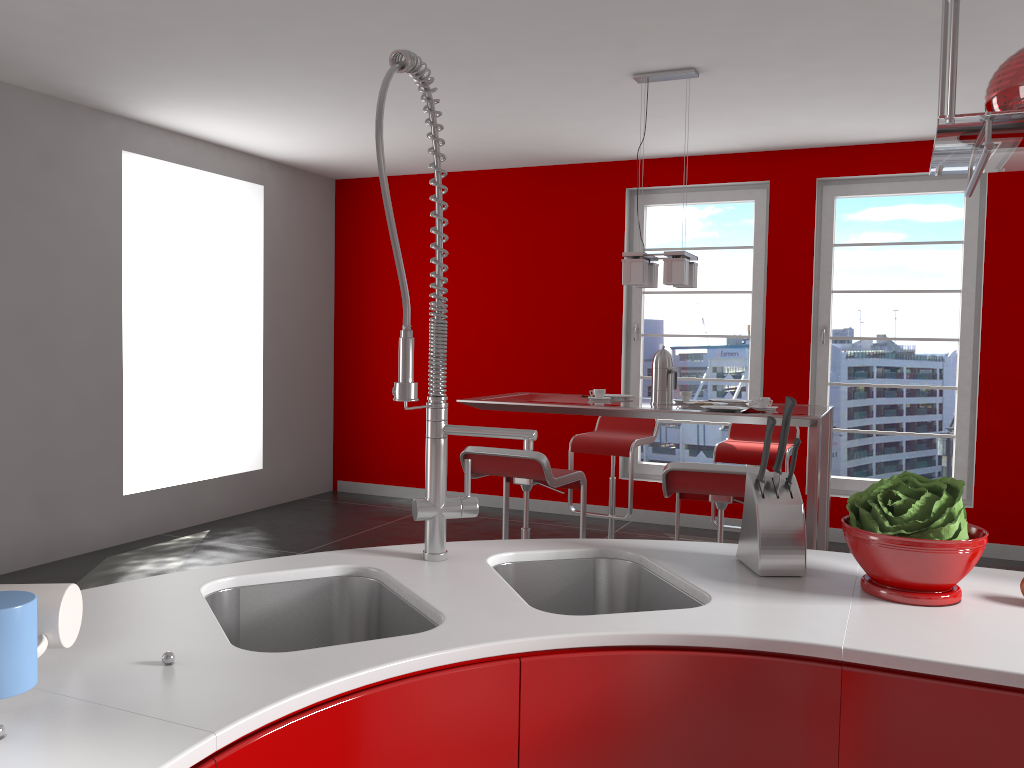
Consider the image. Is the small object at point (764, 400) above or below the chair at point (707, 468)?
above

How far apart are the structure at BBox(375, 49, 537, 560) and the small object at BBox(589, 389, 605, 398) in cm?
284

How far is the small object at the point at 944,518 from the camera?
1.4 meters

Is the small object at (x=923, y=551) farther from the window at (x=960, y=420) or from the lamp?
the window at (x=960, y=420)

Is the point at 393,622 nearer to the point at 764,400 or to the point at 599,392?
the point at 764,400

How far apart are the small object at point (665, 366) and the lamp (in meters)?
0.33

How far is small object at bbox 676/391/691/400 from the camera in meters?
4.4

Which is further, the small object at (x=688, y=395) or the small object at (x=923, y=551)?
the small object at (x=688, y=395)

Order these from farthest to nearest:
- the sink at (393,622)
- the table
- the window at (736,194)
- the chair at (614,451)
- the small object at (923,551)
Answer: the window at (736,194)
the chair at (614,451)
the table
the sink at (393,622)
the small object at (923,551)

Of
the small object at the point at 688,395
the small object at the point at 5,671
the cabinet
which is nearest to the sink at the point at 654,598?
the cabinet
